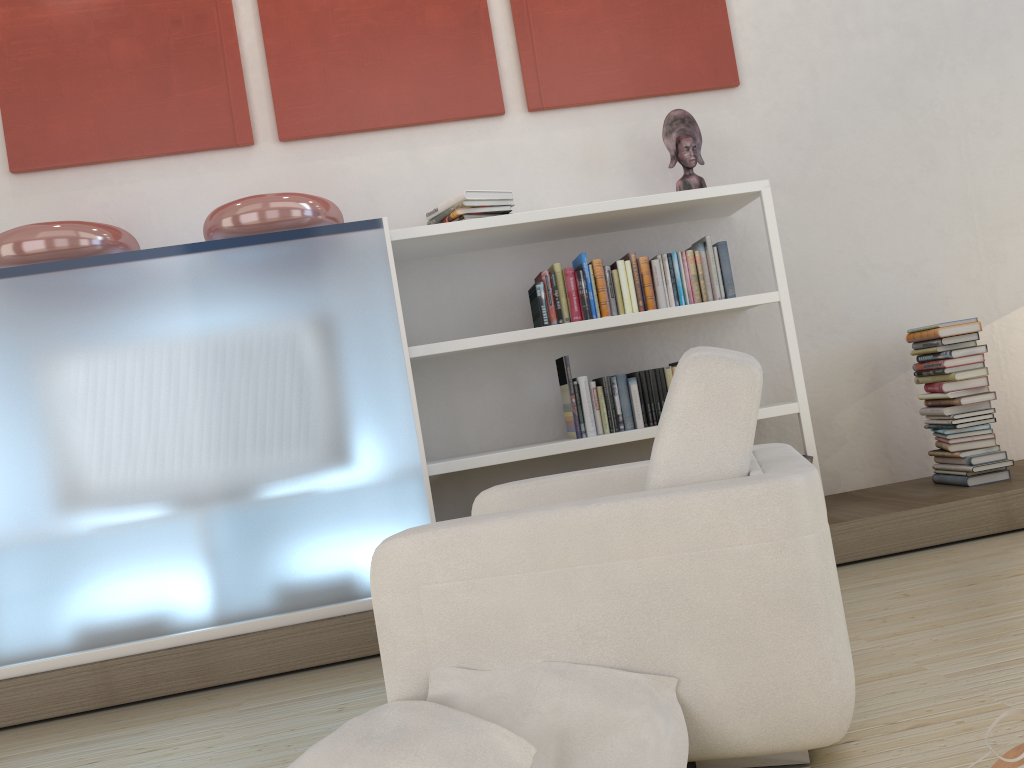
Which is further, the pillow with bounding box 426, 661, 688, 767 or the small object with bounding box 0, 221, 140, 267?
the small object with bounding box 0, 221, 140, 267

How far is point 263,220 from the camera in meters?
3.3 m

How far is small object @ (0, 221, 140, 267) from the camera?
3.2 meters

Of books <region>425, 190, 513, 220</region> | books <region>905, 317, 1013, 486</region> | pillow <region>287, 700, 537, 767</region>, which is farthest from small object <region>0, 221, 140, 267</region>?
books <region>905, 317, 1013, 486</region>

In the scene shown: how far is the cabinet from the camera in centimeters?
305cm

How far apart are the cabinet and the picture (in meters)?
0.86

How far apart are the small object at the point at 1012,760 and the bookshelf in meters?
2.1

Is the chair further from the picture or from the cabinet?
the picture

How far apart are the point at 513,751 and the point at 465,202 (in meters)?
2.44

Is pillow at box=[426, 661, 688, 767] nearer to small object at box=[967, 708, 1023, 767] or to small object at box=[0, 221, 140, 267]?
small object at box=[967, 708, 1023, 767]
